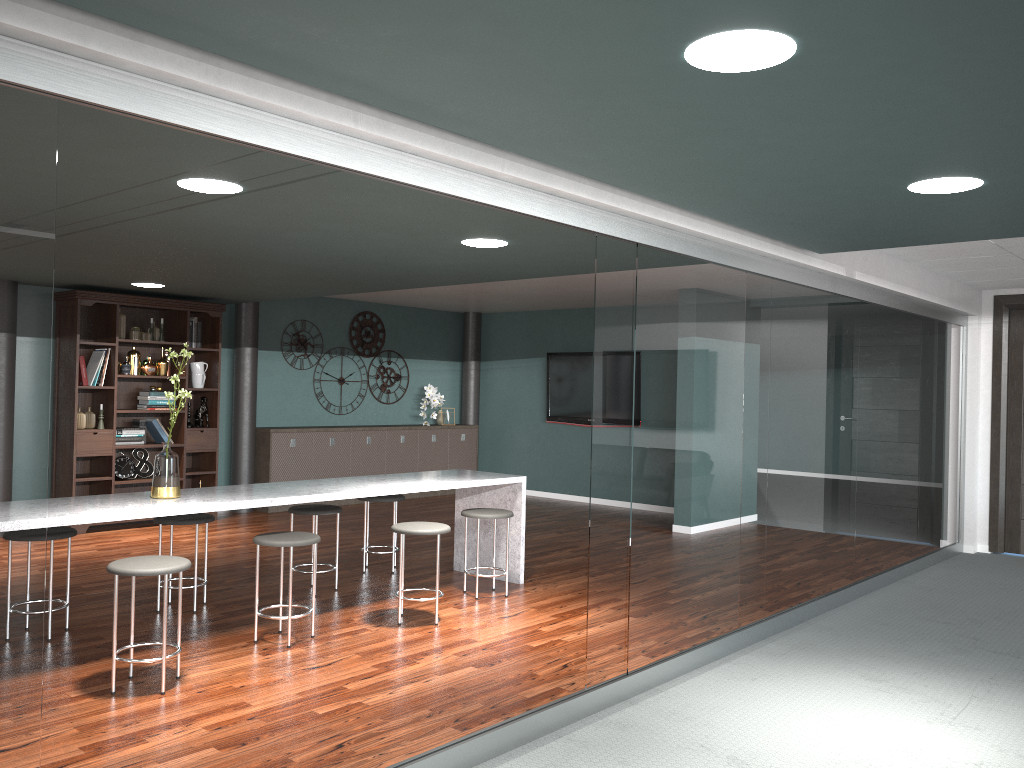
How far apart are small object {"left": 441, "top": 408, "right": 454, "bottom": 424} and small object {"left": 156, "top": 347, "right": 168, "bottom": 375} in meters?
3.6

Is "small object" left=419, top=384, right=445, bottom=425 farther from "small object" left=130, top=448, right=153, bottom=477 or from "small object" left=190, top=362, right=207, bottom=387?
"small object" left=130, top=448, right=153, bottom=477

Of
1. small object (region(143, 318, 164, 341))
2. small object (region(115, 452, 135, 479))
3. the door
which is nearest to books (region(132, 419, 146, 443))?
small object (region(115, 452, 135, 479))

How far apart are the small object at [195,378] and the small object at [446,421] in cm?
322

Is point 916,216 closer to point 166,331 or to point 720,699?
point 720,699

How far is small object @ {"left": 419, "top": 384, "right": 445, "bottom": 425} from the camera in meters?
10.4

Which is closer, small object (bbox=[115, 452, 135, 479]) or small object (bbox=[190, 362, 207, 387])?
small object (bbox=[115, 452, 135, 479])

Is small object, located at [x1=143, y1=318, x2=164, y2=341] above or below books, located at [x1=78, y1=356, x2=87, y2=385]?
above

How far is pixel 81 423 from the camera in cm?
732

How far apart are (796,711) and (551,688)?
1.0 meters
